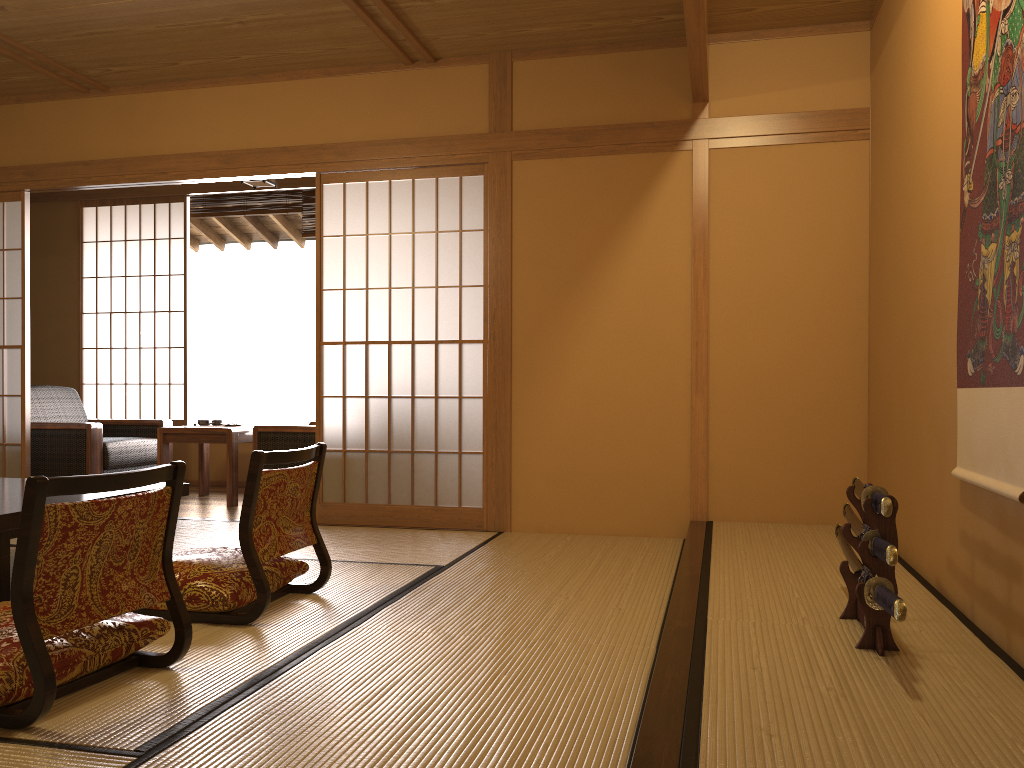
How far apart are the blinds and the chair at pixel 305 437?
2.0m

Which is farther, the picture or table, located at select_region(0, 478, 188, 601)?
table, located at select_region(0, 478, 188, 601)

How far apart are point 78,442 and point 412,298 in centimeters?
252cm

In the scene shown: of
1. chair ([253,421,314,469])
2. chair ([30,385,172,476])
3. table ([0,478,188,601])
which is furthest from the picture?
chair ([30,385,172,476])

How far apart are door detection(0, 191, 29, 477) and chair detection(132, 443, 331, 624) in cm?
284

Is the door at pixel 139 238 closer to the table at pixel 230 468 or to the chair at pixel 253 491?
the table at pixel 230 468

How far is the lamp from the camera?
5.8m

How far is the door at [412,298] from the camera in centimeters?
479cm

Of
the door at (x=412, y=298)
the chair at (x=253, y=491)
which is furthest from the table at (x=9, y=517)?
the door at (x=412, y=298)

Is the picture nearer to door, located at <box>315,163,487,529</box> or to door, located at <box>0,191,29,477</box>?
door, located at <box>315,163,487,529</box>
